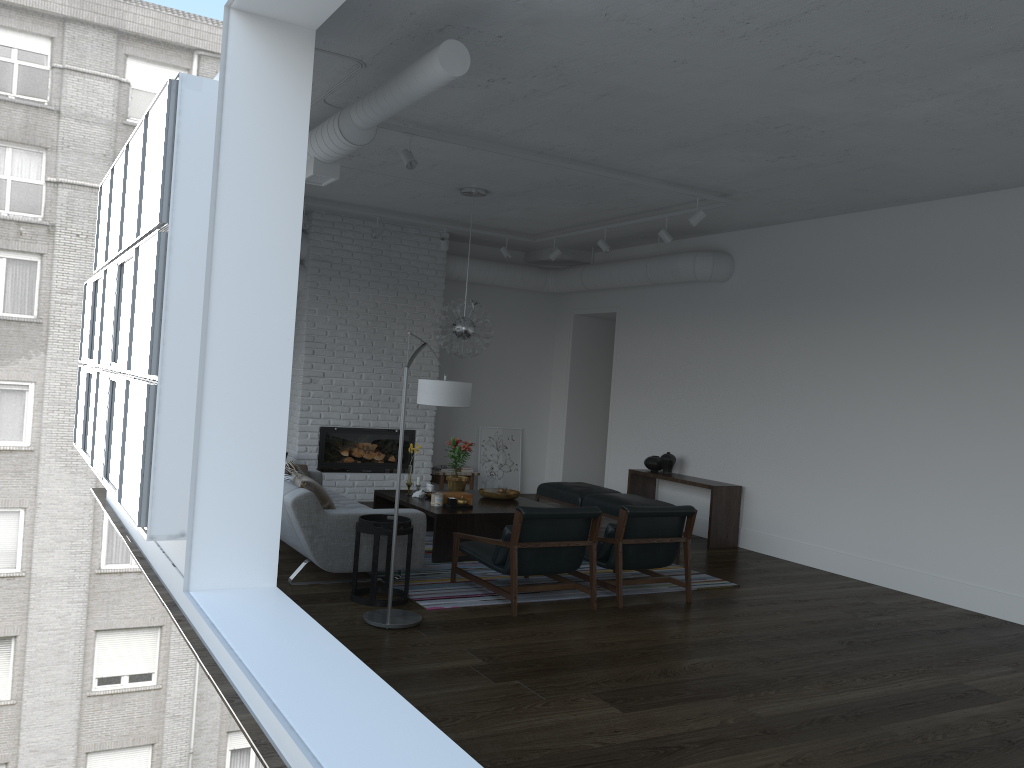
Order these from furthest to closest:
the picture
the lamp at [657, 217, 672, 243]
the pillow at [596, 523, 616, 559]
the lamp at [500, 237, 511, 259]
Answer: the picture, the lamp at [500, 237, 511, 259], the lamp at [657, 217, 672, 243], the pillow at [596, 523, 616, 559]

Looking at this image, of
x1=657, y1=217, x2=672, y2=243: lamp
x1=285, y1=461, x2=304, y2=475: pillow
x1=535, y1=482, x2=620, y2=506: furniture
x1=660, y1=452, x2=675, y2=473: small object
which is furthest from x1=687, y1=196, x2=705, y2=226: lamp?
x1=285, y1=461, x2=304, y2=475: pillow

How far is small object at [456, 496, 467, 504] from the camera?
7.5m

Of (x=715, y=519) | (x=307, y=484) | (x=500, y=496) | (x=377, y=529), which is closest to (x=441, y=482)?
(x=500, y=496)

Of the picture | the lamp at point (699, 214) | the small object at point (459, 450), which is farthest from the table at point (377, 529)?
the picture

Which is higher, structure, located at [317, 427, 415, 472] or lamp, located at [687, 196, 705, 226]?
lamp, located at [687, 196, 705, 226]

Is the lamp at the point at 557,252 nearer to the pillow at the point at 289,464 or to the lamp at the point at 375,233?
the lamp at the point at 375,233

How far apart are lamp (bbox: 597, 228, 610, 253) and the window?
4.2 meters

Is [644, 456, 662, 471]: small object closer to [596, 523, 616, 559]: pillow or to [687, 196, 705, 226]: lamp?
[687, 196, 705, 226]: lamp

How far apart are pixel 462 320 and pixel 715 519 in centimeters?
319cm
